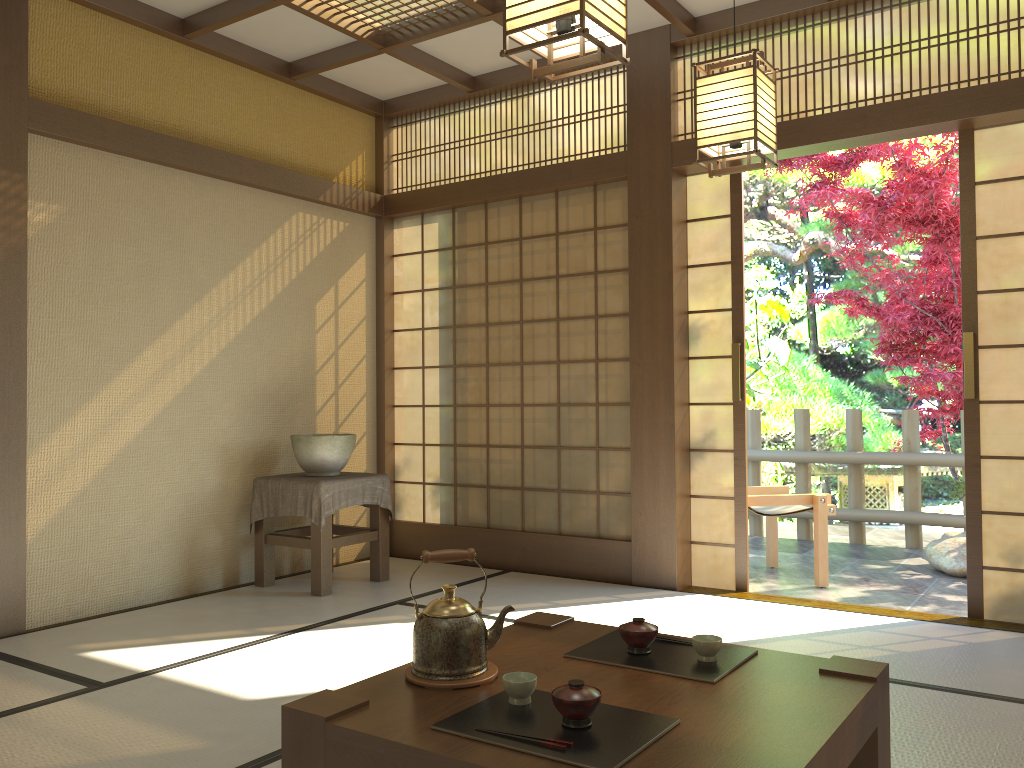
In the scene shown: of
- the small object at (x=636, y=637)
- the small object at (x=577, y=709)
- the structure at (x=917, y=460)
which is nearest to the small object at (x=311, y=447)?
the small object at (x=636, y=637)

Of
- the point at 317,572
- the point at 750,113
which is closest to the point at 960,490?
the point at 750,113

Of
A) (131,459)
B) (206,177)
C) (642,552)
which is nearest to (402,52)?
(206,177)

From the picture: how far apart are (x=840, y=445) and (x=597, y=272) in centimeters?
619cm

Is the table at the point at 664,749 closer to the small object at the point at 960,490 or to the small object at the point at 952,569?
the small object at the point at 952,569

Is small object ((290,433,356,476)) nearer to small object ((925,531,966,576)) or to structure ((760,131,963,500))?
small object ((925,531,966,576))

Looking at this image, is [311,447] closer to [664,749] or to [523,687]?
[523,687]

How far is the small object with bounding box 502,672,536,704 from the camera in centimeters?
185cm

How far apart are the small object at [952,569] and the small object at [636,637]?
4.00m

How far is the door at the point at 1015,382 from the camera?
4.0m
